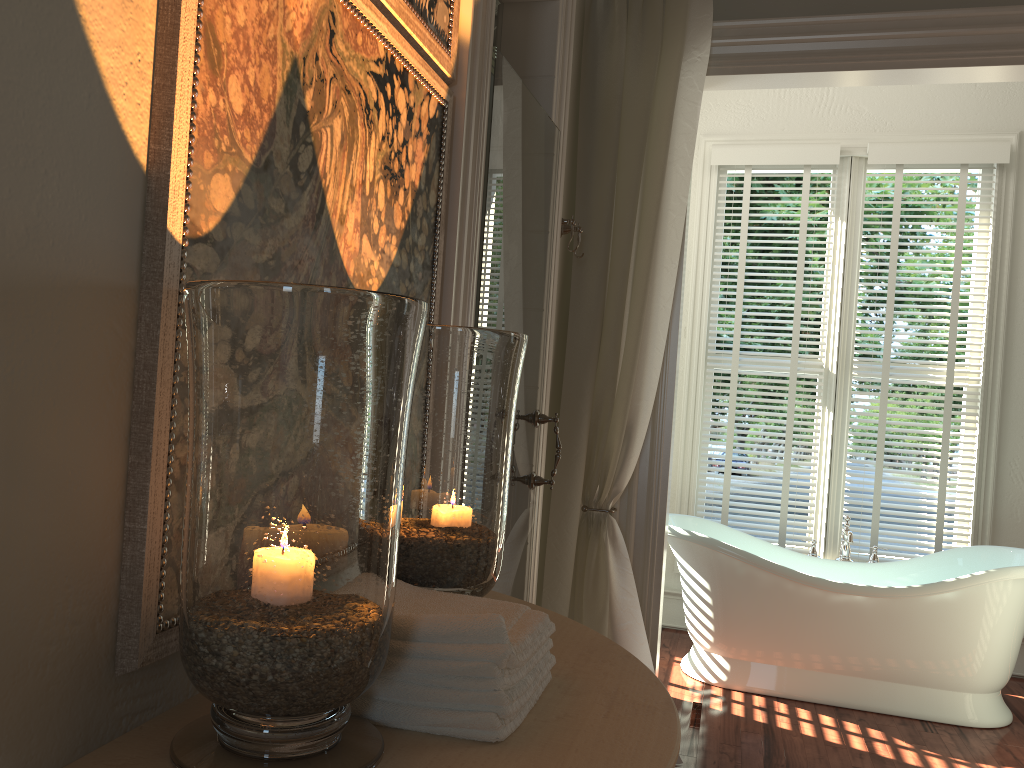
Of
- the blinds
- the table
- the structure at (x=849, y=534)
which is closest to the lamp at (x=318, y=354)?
the table

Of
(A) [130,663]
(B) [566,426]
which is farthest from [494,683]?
(B) [566,426]

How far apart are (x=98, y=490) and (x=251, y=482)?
0.18m

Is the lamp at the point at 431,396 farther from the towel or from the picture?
the picture

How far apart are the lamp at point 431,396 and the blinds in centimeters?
322cm

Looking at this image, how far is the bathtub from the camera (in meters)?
3.42

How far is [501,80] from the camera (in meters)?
2.06

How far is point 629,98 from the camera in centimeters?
312cm

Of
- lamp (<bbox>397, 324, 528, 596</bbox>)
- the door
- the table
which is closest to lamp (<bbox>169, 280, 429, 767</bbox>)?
the table

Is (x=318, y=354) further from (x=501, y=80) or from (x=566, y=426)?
(x=566, y=426)
